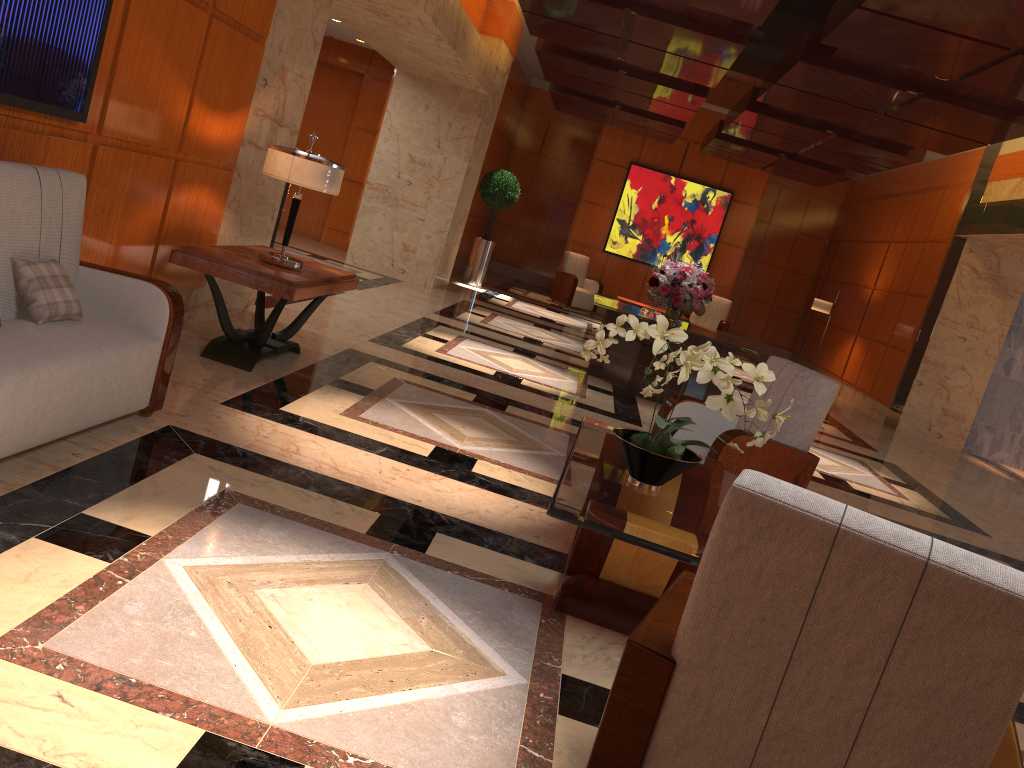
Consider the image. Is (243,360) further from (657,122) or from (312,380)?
(657,122)

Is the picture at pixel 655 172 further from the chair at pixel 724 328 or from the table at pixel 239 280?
the table at pixel 239 280

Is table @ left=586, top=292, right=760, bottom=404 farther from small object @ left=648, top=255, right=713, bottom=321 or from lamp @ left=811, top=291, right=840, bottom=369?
lamp @ left=811, top=291, right=840, bottom=369

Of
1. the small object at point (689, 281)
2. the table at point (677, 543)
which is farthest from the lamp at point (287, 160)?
the small object at point (689, 281)

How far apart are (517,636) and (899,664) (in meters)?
1.56

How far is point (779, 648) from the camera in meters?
1.6

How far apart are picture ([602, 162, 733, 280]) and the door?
5.3 meters

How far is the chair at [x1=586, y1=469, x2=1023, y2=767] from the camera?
1.5 meters

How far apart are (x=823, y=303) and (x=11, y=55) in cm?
1325

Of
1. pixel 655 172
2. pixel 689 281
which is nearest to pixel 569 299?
pixel 655 172
